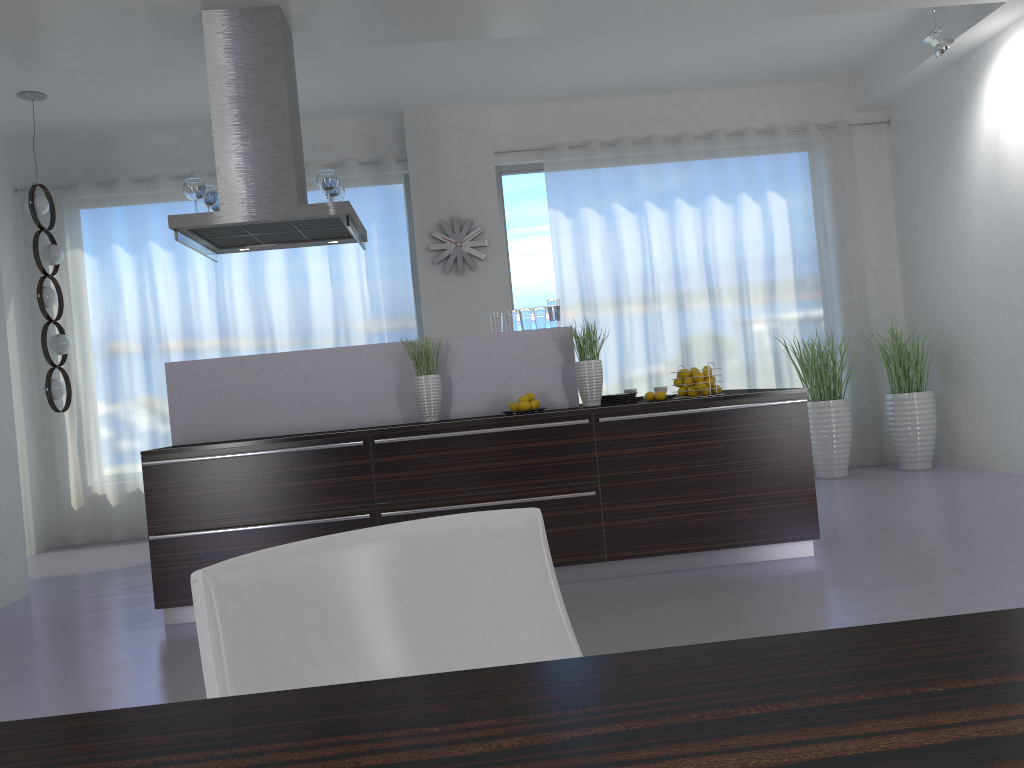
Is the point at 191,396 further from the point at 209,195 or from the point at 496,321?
the point at 496,321

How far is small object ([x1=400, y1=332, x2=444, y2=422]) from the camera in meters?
4.6

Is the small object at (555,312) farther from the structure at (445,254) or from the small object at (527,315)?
the structure at (445,254)

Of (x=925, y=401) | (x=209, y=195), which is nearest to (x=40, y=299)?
(x=209, y=195)

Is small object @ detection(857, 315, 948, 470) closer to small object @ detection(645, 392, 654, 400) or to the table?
small object @ detection(645, 392, 654, 400)

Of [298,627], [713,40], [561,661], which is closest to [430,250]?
[713,40]

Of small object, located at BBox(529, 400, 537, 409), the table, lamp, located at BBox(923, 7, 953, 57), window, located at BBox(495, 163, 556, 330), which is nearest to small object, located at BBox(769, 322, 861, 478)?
window, located at BBox(495, 163, 556, 330)

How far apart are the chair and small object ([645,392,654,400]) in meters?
3.4

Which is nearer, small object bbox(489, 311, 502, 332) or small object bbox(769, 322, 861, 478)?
small object bbox(489, 311, 502, 332)

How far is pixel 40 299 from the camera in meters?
6.4
